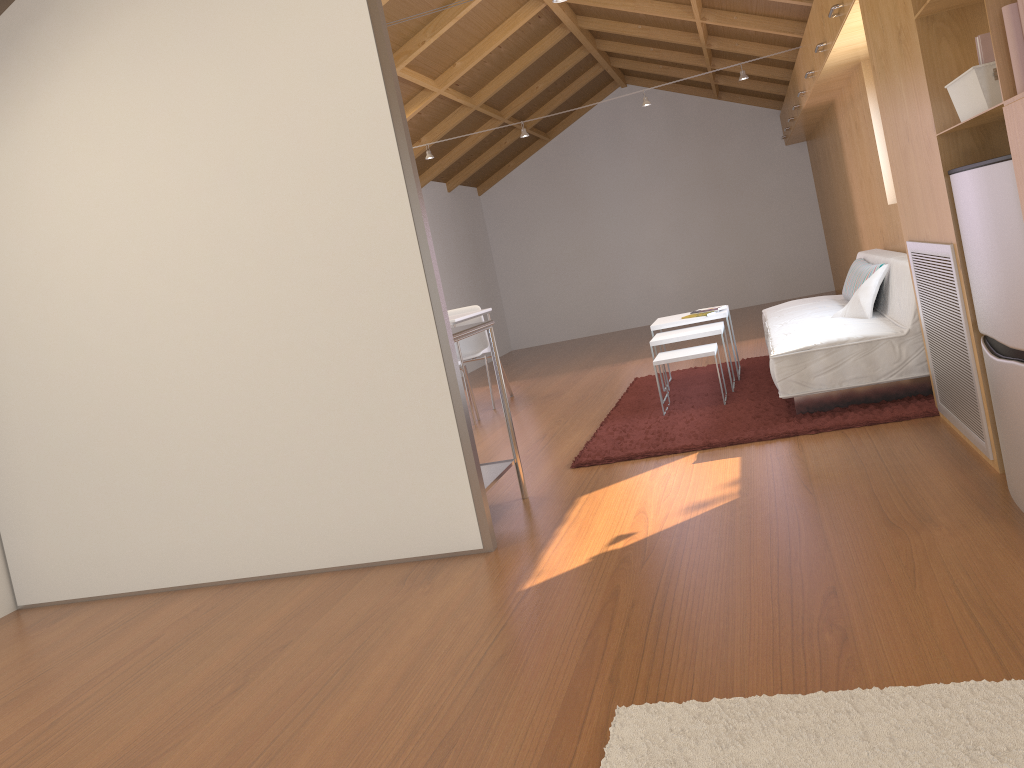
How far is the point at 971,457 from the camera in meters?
3.1

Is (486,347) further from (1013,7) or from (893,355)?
(1013,7)

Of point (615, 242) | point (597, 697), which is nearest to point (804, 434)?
point (597, 697)

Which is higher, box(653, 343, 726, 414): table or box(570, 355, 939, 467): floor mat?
box(653, 343, 726, 414): table

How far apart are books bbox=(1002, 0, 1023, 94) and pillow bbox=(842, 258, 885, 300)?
2.94m

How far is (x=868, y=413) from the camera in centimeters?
398cm

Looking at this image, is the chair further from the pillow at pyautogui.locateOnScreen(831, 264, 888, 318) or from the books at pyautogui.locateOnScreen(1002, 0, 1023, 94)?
the books at pyautogui.locateOnScreen(1002, 0, 1023, 94)

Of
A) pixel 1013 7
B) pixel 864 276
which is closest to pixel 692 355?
pixel 864 276

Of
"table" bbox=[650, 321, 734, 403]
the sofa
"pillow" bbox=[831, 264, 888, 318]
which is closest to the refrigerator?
the sofa

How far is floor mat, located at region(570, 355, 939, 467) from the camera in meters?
4.0
